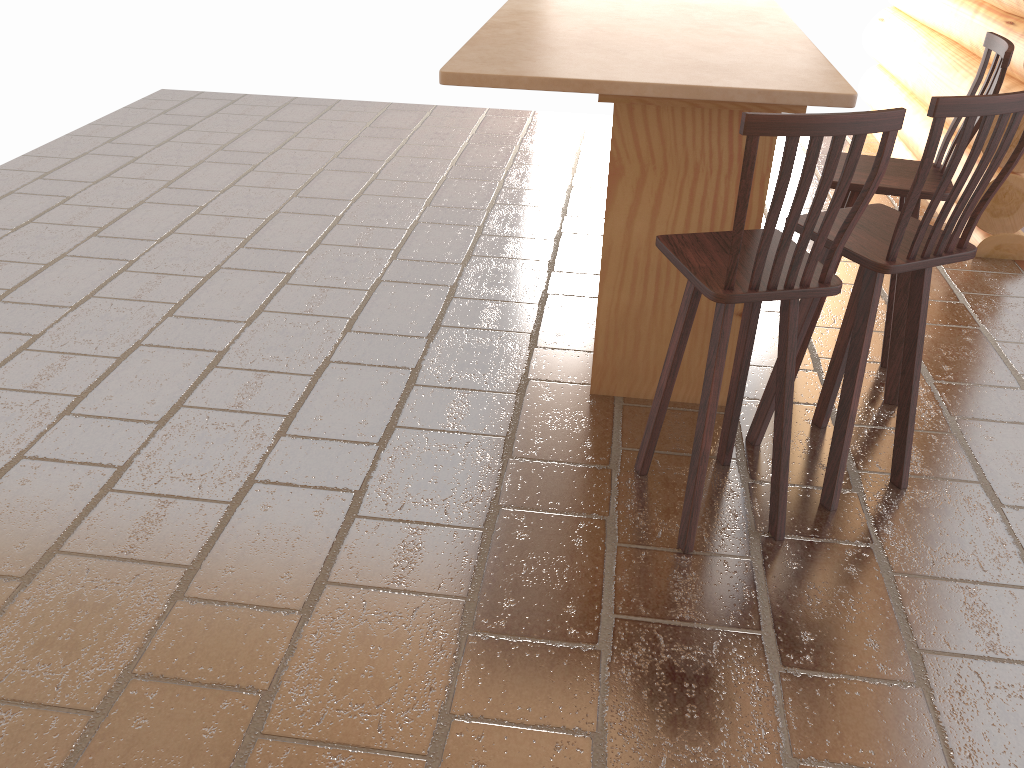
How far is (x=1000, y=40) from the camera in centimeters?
297cm

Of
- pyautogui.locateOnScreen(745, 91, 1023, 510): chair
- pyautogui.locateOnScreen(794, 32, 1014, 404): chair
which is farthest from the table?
pyautogui.locateOnScreen(794, 32, 1014, 404): chair

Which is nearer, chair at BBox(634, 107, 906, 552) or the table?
chair at BBox(634, 107, 906, 552)

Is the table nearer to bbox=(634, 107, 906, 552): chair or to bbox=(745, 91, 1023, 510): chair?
bbox=(745, 91, 1023, 510): chair

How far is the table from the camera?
2.57m

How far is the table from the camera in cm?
257

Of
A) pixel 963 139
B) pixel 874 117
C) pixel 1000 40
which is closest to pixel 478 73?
pixel 874 117

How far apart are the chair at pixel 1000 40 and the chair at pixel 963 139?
0.22m

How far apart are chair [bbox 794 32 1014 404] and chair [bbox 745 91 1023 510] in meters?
0.2

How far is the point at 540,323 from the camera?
4.0 meters
